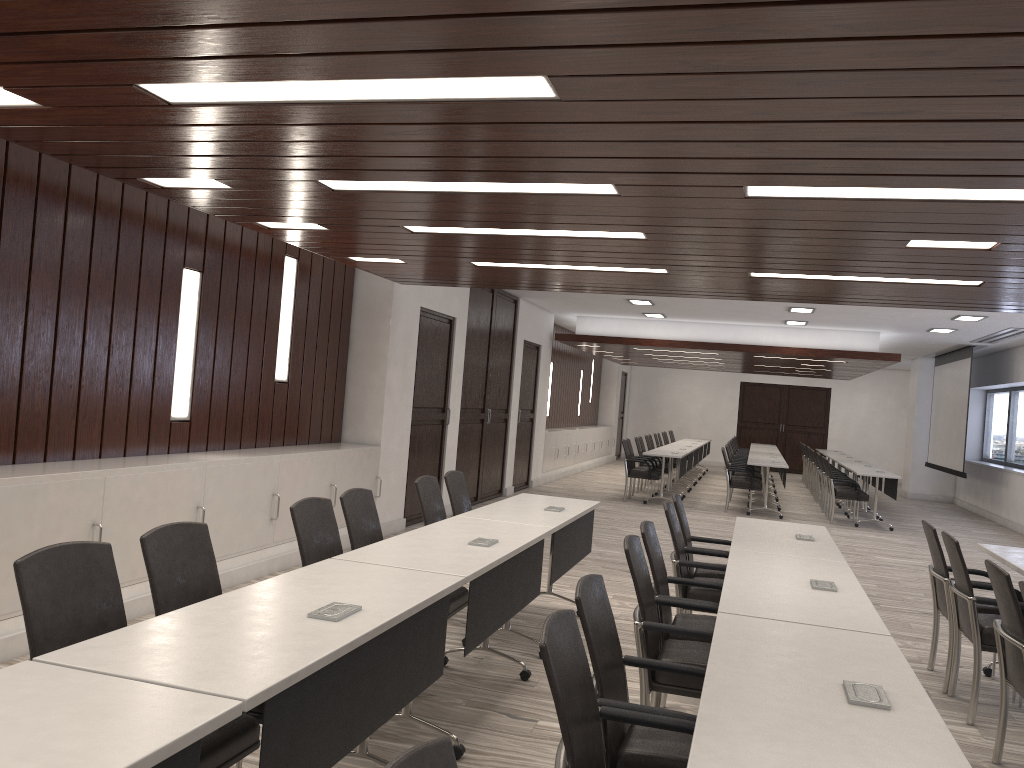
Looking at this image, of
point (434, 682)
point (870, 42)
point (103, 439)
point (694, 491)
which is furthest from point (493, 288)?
point (694, 491)

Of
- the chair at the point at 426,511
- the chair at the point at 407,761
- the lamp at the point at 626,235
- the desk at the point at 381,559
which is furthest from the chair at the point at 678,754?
the lamp at the point at 626,235

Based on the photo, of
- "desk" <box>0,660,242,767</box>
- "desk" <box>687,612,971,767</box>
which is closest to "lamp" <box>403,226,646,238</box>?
"desk" <box>687,612,971,767</box>

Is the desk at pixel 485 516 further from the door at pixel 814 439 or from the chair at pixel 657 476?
the door at pixel 814 439

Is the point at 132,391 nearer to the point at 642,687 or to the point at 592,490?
the point at 642,687

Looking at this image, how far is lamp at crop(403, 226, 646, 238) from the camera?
5.2m

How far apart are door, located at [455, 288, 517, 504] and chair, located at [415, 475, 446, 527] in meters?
5.2 m

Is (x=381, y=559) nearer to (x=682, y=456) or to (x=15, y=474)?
(x=15, y=474)

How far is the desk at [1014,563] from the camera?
4.9 meters

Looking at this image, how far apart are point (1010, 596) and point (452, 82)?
3.03m
